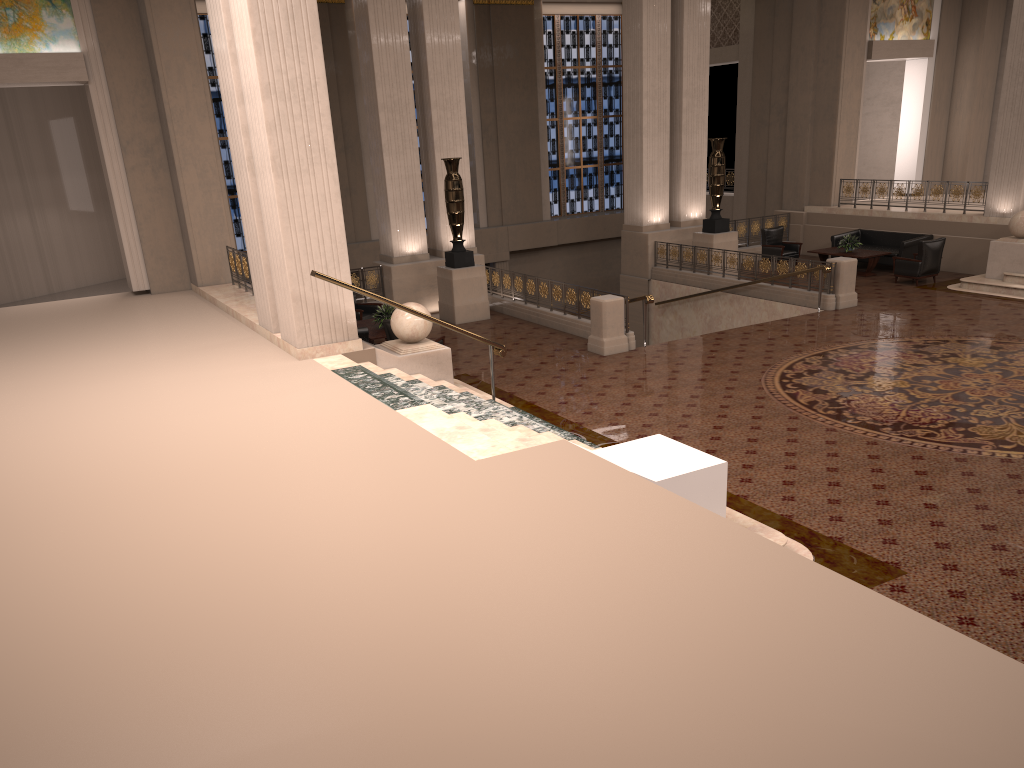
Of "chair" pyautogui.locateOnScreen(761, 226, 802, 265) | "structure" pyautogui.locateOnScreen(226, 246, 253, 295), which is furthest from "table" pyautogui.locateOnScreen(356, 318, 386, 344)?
"chair" pyautogui.locateOnScreen(761, 226, 802, 265)

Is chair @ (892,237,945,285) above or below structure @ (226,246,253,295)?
below

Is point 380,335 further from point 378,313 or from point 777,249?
point 777,249

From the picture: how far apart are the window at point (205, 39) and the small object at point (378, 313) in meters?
10.3 m

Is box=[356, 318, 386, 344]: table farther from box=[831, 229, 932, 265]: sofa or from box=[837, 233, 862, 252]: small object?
box=[831, 229, 932, 265]: sofa

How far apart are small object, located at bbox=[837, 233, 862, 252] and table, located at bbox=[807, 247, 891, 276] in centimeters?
11cm

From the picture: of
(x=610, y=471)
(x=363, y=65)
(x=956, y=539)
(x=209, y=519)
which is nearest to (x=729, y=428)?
(x=956, y=539)

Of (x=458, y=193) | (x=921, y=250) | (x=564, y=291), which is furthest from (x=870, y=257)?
(x=458, y=193)

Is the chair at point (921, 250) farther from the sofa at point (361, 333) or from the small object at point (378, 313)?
the sofa at point (361, 333)

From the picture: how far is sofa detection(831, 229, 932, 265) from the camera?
18.1 meters
